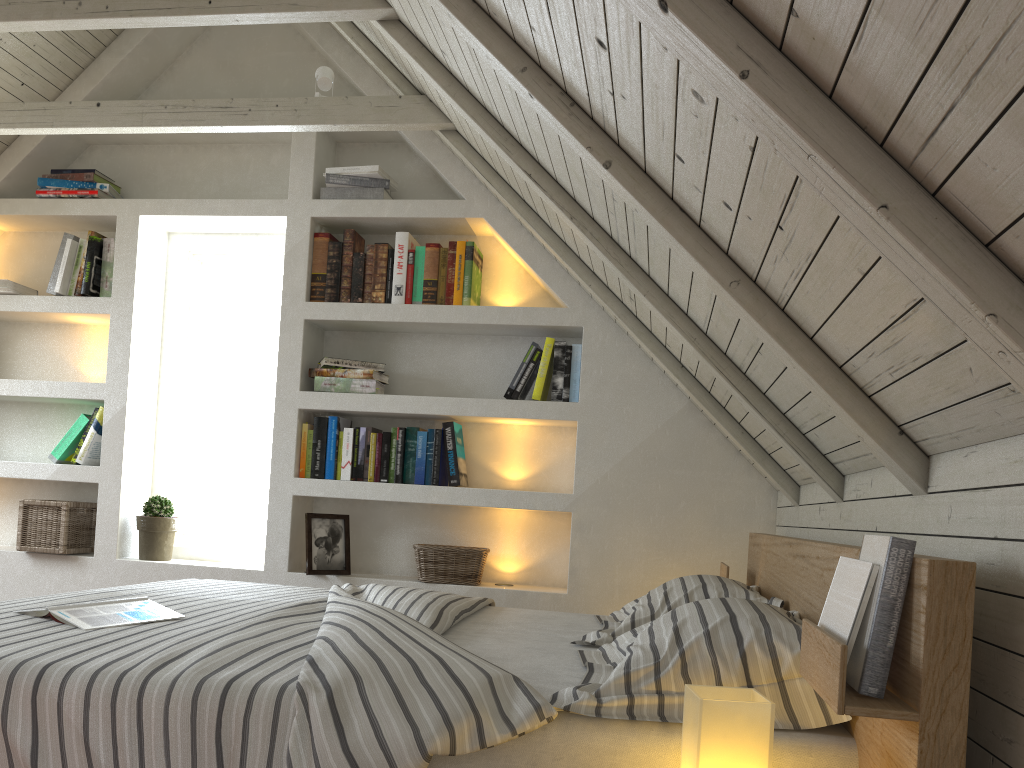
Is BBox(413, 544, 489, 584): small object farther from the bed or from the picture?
the bed

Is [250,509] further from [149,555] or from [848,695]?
[848,695]

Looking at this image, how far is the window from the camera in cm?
363

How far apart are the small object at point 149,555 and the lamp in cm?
273

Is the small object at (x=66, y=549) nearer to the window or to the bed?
the window

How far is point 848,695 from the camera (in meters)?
0.98

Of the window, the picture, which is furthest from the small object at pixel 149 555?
the picture

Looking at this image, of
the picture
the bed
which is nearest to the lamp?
the bed

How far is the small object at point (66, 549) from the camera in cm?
333

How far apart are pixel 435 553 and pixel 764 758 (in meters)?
2.16
